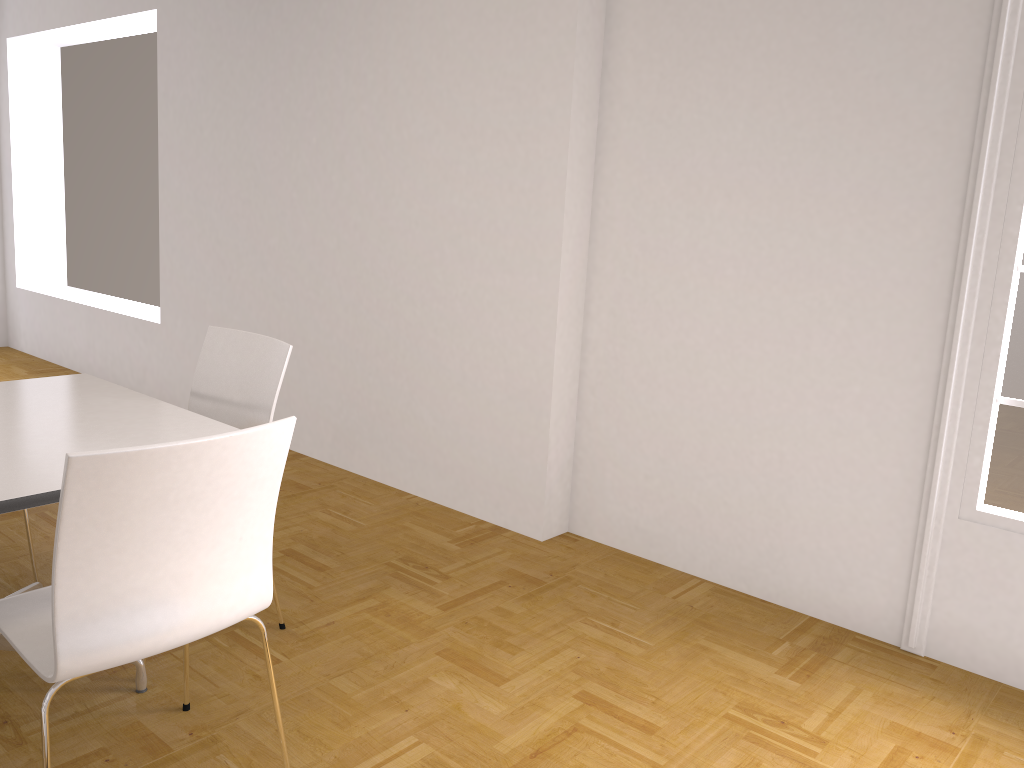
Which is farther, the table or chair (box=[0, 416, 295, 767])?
the table

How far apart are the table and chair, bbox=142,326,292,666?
0.21m

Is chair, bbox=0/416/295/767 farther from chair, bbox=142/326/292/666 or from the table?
chair, bbox=142/326/292/666

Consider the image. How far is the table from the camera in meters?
2.0 m

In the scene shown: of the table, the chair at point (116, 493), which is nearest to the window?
the chair at point (116, 493)

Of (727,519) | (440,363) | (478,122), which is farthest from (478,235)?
(727,519)

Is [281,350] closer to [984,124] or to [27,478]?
[27,478]

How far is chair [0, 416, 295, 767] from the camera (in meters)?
1.62

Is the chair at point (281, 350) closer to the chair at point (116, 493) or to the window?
the chair at point (116, 493)

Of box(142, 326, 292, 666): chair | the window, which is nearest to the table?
box(142, 326, 292, 666): chair
